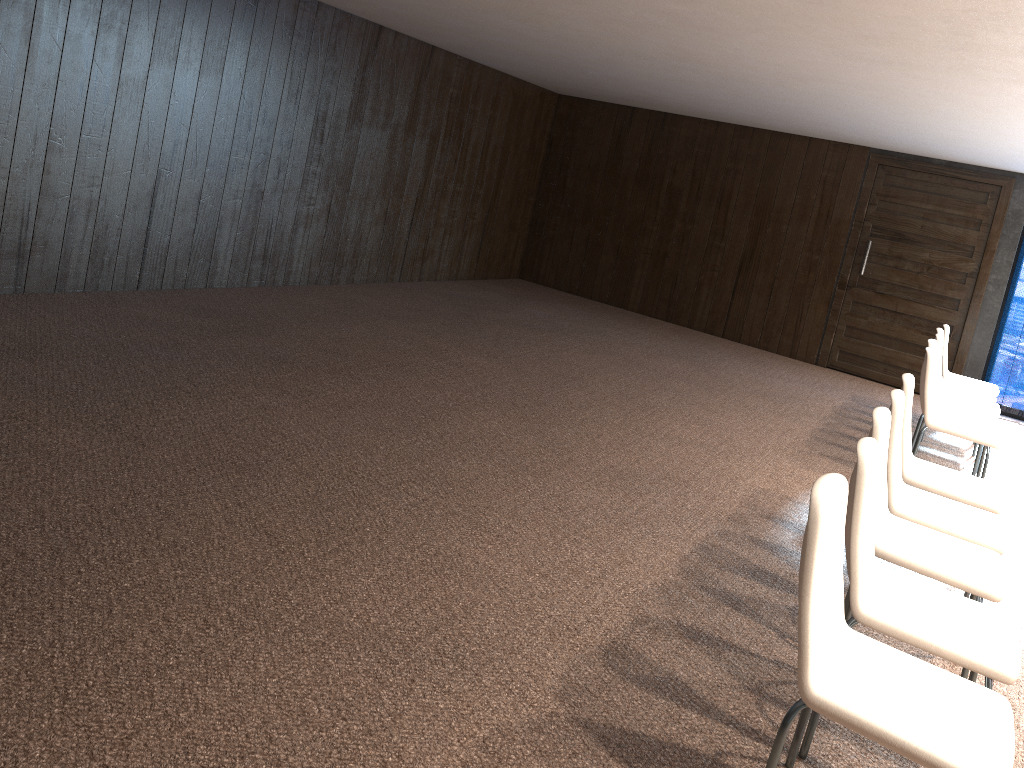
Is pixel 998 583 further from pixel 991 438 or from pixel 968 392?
pixel 968 392

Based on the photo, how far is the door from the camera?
8.92m

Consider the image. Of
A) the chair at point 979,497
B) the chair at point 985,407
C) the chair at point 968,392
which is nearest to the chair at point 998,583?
the chair at point 979,497

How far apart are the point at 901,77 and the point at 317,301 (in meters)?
4.67

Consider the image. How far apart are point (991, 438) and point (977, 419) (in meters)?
0.60

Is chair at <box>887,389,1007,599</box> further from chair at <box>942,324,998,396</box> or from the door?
the door

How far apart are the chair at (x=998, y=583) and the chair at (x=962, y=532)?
0.16m

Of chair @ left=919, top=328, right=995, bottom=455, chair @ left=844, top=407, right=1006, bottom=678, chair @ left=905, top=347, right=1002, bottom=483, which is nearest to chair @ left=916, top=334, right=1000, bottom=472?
chair @ left=919, top=328, right=995, bottom=455

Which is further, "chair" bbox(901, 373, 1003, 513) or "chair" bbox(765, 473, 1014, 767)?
"chair" bbox(901, 373, 1003, 513)

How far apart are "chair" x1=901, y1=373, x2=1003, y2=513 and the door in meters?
5.3
